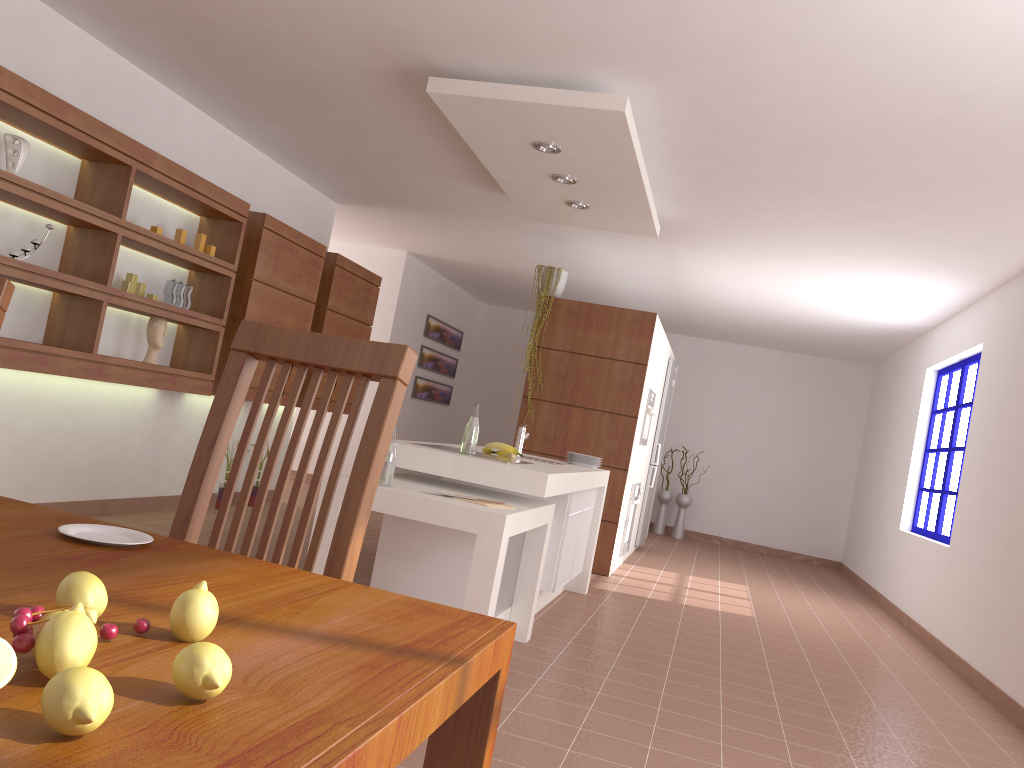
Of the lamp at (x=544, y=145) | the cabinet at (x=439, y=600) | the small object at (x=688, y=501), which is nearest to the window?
the cabinet at (x=439, y=600)

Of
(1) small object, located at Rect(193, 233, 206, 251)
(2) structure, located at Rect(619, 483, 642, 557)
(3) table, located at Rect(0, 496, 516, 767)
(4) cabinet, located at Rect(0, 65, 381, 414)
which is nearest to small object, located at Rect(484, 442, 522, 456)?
(4) cabinet, located at Rect(0, 65, 381, 414)

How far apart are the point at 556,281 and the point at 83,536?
5.9 meters

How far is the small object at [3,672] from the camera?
0.6m

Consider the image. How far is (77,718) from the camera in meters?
0.5

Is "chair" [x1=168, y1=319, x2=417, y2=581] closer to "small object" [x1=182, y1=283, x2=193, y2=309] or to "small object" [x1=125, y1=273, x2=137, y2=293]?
"small object" [x1=125, y1=273, x2=137, y2=293]

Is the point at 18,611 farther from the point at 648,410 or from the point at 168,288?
the point at 648,410

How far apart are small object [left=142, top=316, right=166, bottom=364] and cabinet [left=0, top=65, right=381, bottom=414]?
0.07m

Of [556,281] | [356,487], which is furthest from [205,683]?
[556,281]

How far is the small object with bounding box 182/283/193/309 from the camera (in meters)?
5.18
